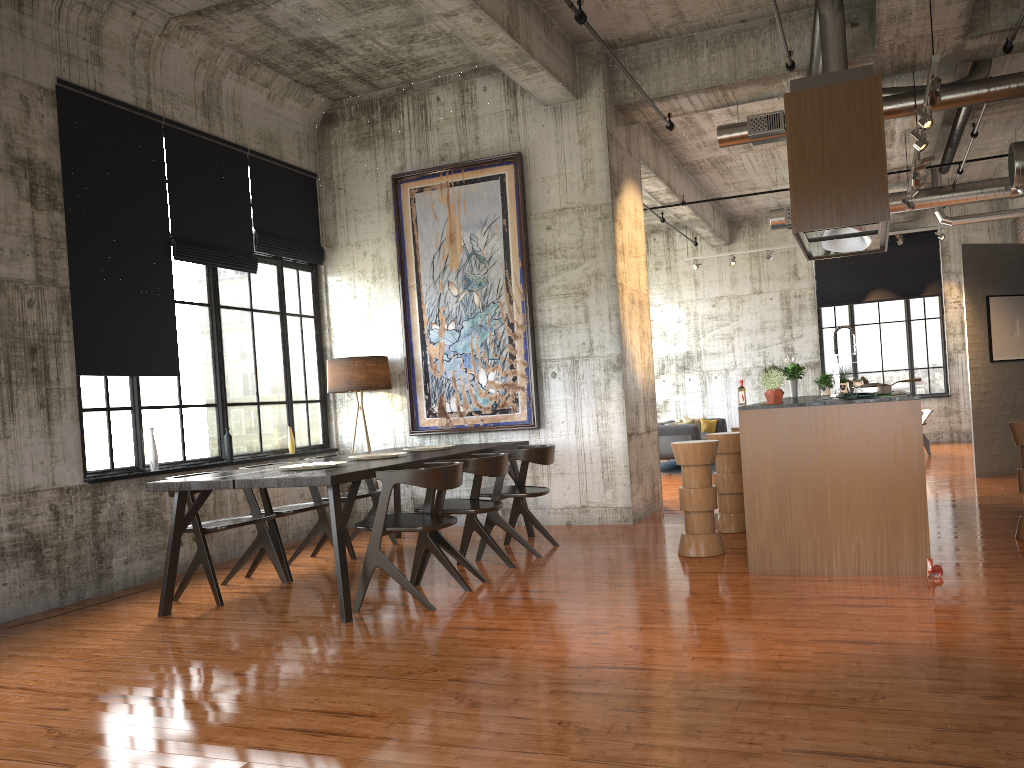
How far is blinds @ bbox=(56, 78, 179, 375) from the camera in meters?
7.6

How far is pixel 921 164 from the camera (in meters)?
9.52

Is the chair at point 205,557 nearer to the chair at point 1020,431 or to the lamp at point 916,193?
the chair at point 1020,431

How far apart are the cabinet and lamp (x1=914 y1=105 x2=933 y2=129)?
3.2m

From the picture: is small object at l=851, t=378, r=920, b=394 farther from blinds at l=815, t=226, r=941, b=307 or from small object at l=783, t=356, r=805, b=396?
blinds at l=815, t=226, r=941, b=307

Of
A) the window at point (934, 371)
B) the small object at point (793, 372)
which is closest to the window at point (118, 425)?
the small object at point (793, 372)

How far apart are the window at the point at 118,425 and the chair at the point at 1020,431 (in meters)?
7.34

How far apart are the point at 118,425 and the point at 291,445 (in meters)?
2.40

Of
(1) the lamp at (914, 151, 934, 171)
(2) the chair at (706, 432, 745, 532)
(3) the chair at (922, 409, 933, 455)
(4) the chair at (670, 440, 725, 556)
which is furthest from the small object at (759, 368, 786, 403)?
(3) the chair at (922, 409, 933, 455)

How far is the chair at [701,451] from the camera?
7.44m
